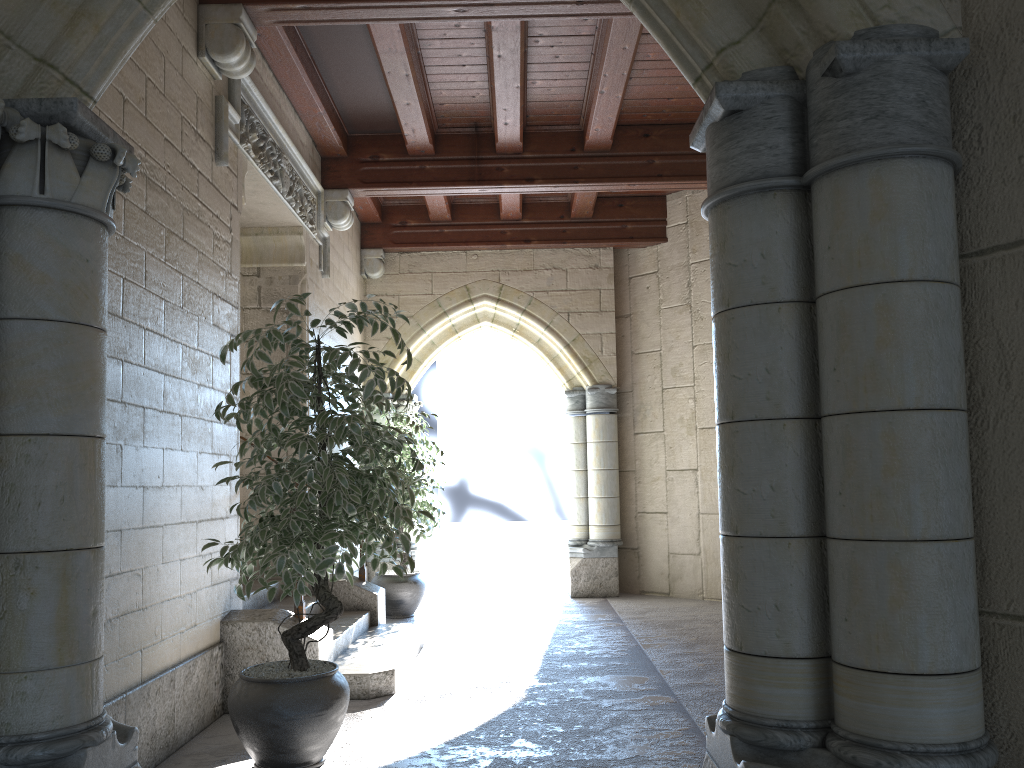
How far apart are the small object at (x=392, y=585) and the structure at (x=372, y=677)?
0.98m

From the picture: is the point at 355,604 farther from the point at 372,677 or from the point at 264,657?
the point at 264,657

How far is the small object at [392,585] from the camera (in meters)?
6.23

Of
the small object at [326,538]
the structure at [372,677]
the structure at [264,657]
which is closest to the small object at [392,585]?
the structure at [372,677]

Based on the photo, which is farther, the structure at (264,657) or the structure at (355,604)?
the structure at (355,604)

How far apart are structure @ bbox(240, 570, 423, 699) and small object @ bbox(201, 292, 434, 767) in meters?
0.7

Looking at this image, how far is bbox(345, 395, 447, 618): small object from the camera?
6.2 meters

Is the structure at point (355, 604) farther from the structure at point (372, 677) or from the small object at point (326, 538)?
the small object at point (326, 538)

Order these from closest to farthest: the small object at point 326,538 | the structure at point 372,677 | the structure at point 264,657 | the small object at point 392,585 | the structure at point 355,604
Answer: the small object at point 326,538 < the structure at point 264,657 < the structure at point 372,677 < the structure at point 355,604 < the small object at point 392,585

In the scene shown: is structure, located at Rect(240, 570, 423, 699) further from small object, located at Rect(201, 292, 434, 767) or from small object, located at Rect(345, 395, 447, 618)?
small object, located at Rect(345, 395, 447, 618)
